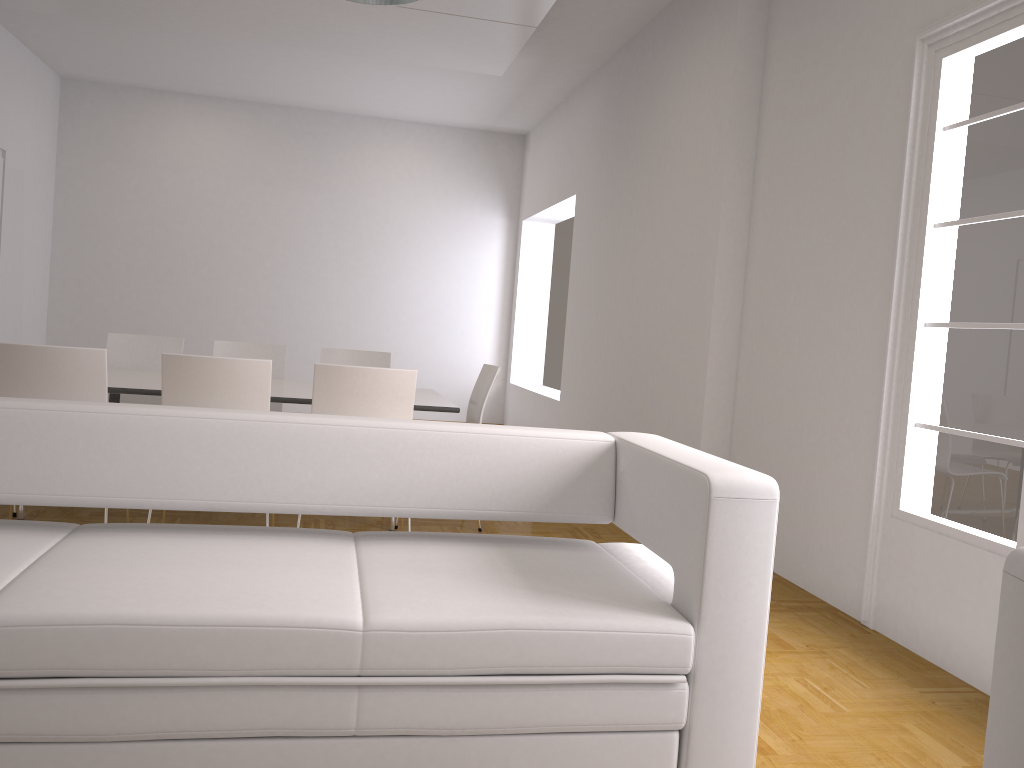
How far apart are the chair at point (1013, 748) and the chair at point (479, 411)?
3.60m

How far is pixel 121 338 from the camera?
5.79m

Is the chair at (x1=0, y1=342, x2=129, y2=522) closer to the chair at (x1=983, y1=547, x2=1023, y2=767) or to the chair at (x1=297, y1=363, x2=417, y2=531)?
the chair at (x1=297, y1=363, x2=417, y2=531)

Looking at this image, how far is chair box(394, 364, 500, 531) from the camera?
5.2 meters

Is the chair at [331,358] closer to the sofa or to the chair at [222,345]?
the chair at [222,345]

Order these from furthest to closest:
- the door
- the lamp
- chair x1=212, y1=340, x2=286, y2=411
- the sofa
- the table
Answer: the door < chair x1=212, y1=340, x2=286, y2=411 < the table < the lamp < the sofa

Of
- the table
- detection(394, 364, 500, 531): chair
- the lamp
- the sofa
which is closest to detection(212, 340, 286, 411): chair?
the table

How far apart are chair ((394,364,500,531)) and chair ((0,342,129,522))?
2.0 meters

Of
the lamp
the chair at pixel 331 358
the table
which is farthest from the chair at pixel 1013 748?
the chair at pixel 331 358

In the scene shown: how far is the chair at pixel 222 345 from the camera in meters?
5.9 m
